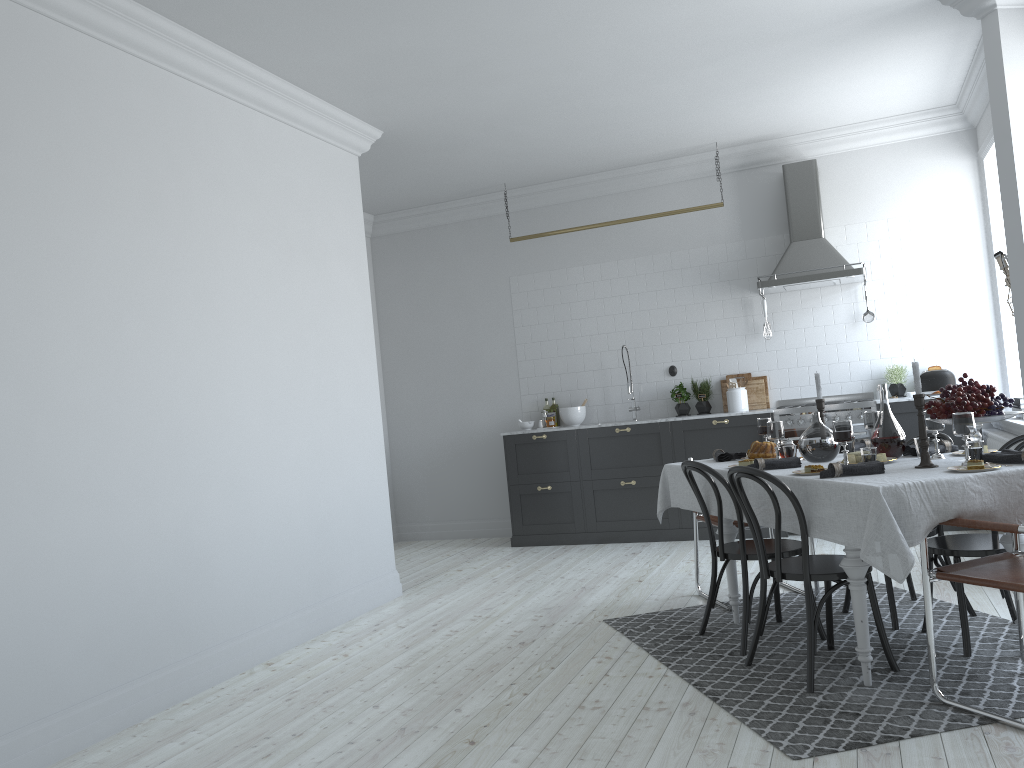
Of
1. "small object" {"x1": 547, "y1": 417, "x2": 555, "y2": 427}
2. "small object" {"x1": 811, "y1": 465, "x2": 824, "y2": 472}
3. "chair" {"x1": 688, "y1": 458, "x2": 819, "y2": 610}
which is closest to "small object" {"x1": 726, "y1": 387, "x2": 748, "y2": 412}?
"small object" {"x1": 547, "y1": 417, "x2": 555, "y2": 427}

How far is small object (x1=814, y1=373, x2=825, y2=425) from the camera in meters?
4.5 m

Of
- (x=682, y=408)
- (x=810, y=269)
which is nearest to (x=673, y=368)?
(x=682, y=408)

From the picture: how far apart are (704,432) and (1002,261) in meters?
2.8 m

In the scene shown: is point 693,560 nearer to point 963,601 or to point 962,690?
point 963,601

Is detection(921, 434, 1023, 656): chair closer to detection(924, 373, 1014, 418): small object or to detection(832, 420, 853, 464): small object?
detection(924, 373, 1014, 418): small object

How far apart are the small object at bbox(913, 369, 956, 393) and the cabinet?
0.4 meters

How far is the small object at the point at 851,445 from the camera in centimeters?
449cm

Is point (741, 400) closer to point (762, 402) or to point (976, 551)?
point (762, 402)

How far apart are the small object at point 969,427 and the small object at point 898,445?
0.6 meters
